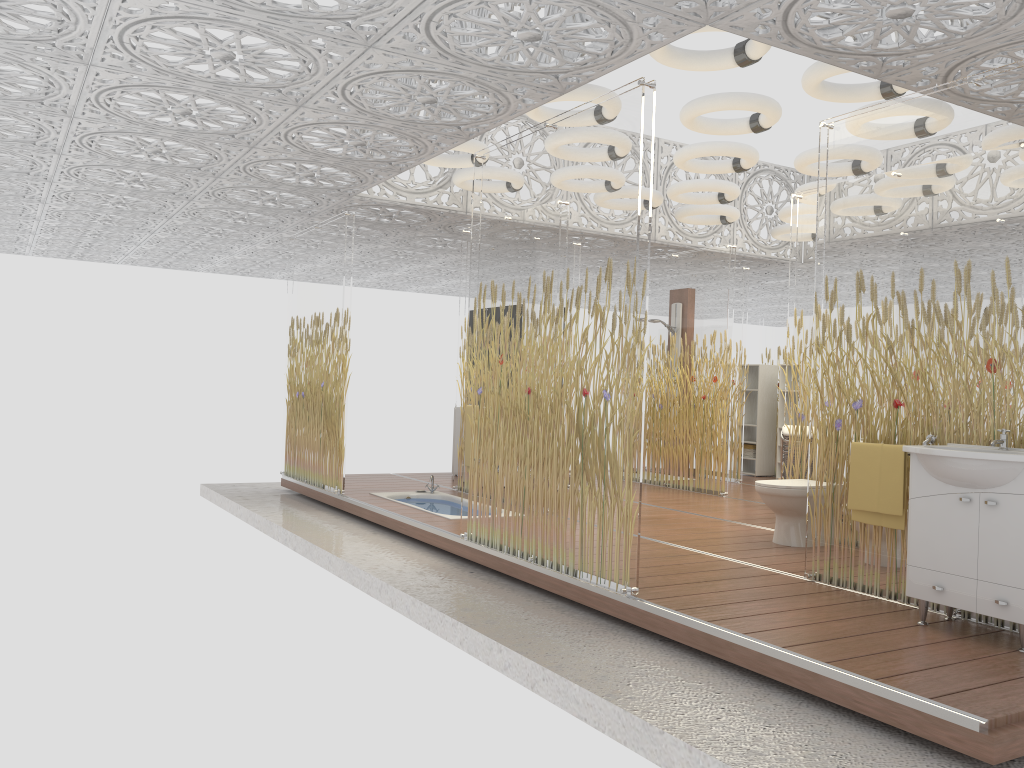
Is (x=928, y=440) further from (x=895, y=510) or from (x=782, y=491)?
(x=782, y=491)

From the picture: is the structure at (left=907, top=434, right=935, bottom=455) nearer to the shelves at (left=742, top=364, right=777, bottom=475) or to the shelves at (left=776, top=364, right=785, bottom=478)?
the shelves at (left=776, top=364, right=785, bottom=478)

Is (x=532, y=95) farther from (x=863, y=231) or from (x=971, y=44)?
(x=971, y=44)

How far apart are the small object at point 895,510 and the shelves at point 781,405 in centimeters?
688cm

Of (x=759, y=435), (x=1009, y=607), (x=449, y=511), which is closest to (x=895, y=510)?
(x=1009, y=607)

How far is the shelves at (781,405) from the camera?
11.30m

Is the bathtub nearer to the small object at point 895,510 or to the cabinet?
the small object at point 895,510

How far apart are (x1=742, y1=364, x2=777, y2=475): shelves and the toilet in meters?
5.4 m

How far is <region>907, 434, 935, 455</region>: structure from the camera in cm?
435

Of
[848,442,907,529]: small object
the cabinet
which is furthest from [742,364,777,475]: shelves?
the cabinet
